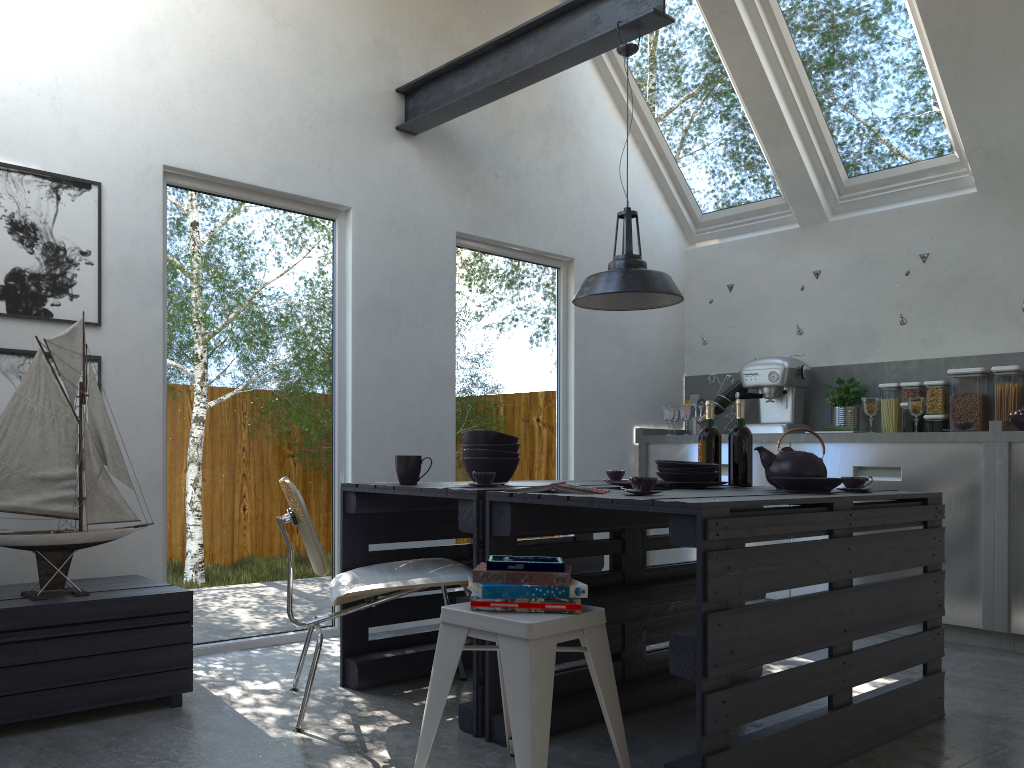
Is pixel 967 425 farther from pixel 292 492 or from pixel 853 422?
pixel 292 492

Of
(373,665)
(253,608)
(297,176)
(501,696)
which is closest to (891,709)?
(501,696)

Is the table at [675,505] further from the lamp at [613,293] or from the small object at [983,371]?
the small object at [983,371]

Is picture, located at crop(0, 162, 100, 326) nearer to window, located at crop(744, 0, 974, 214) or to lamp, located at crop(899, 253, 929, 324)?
window, located at crop(744, 0, 974, 214)

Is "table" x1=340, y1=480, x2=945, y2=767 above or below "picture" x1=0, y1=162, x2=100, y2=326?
below

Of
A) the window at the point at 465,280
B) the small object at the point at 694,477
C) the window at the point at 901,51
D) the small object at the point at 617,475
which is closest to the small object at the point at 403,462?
the small object at the point at 694,477

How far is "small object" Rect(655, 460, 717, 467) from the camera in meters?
3.3

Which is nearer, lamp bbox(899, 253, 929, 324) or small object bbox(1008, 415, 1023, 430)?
small object bbox(1008, 415, 1023, 430)

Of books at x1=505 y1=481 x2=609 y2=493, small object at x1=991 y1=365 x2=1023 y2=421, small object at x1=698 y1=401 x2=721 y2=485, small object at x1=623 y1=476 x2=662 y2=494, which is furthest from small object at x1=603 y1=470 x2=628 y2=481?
small object at x1=991 y1=365 x2=1023 y2=421

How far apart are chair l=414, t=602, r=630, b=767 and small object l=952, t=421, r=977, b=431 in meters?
3.1 m
